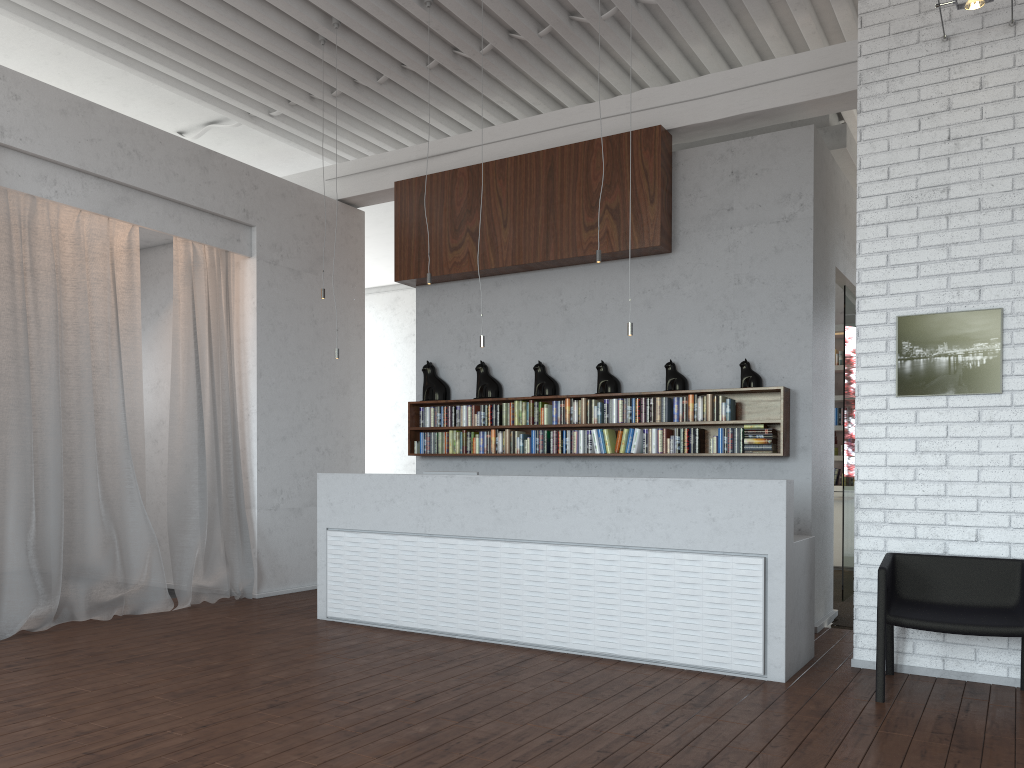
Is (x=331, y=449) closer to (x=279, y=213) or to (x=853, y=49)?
(x=279, y=213)
